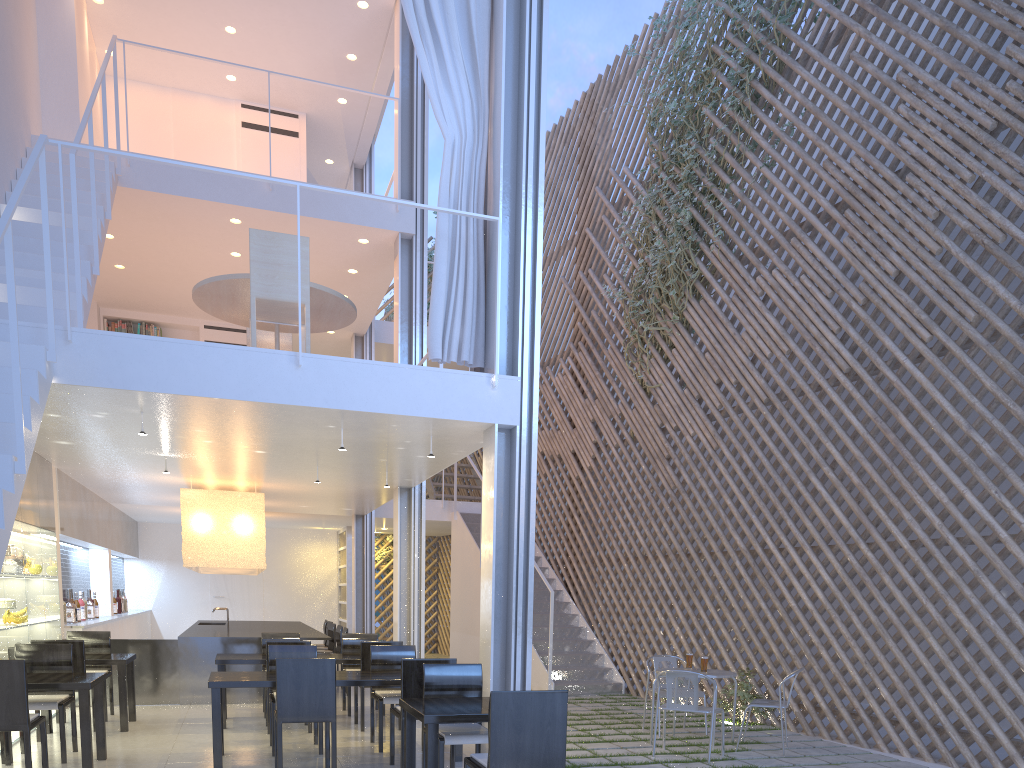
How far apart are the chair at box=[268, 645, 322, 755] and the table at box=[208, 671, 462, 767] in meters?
0.1 m

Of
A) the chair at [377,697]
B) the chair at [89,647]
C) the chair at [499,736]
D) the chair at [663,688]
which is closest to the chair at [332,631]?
the chair at [89,647]

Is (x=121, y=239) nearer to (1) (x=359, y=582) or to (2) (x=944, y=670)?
(1) (x=359, y=582)

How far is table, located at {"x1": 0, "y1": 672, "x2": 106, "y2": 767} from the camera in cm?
255

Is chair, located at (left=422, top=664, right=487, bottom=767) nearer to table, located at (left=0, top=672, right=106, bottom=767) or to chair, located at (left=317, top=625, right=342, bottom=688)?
table, located at (left=0, top=672, right=106, bottom=767)

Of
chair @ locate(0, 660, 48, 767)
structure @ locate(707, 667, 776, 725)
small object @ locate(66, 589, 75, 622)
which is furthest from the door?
chair @ locate(0, 660, 48, 767)

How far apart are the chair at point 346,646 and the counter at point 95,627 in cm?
136

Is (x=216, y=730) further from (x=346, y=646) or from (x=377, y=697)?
(x=346, y=646)

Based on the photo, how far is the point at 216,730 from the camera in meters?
2.7 m

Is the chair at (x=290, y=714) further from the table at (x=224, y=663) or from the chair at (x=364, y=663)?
the table at (x=224, y=663)
